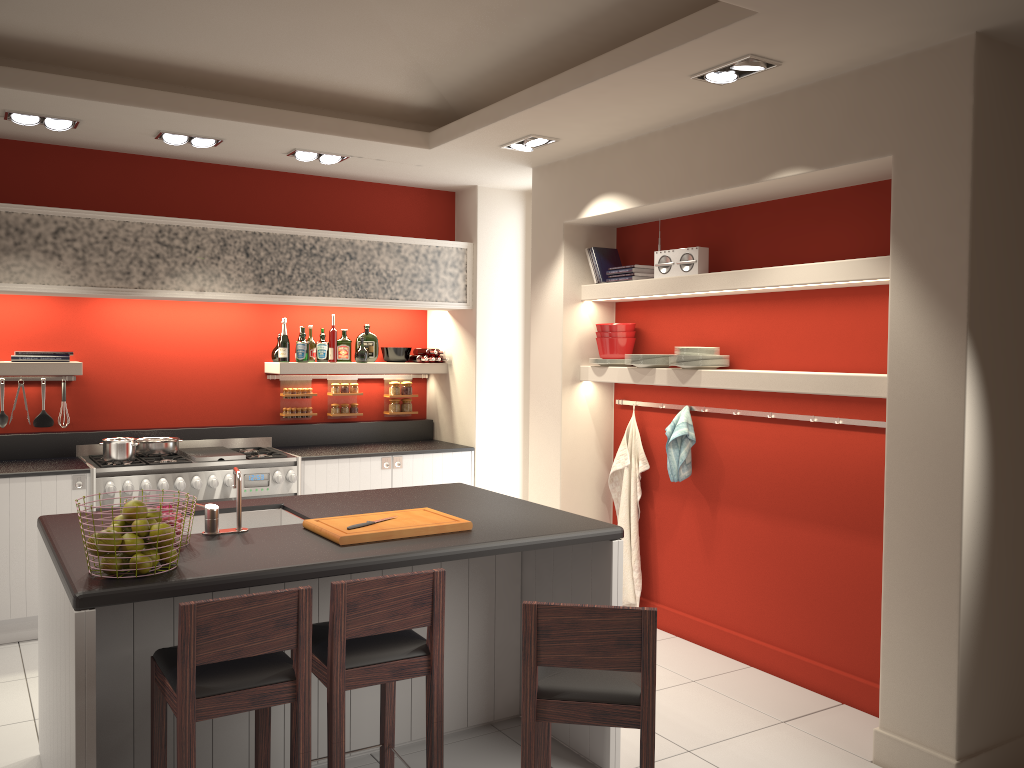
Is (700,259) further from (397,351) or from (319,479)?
(319,479)

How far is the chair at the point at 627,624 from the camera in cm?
252

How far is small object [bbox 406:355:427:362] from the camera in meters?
7.1 m

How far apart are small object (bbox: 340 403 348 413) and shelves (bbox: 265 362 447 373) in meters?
0.4 m

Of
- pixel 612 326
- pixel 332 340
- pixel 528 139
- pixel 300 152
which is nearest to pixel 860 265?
pixel 612 326

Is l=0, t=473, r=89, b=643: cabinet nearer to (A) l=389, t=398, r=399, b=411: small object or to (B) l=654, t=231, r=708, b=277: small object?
(A) l=389, t=398, r=399, b=411: small object

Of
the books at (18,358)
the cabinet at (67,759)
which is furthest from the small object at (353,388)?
the cabinet at (67,759)

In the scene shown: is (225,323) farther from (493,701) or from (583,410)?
(493,701)

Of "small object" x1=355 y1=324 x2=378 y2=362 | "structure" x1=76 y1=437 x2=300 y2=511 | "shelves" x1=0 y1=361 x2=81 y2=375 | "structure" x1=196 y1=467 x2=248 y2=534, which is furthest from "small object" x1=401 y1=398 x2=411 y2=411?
"structure" x1=196 y1=467 x2=248 y2=534

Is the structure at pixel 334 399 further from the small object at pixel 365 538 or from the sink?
the small object at pixel 365 538
